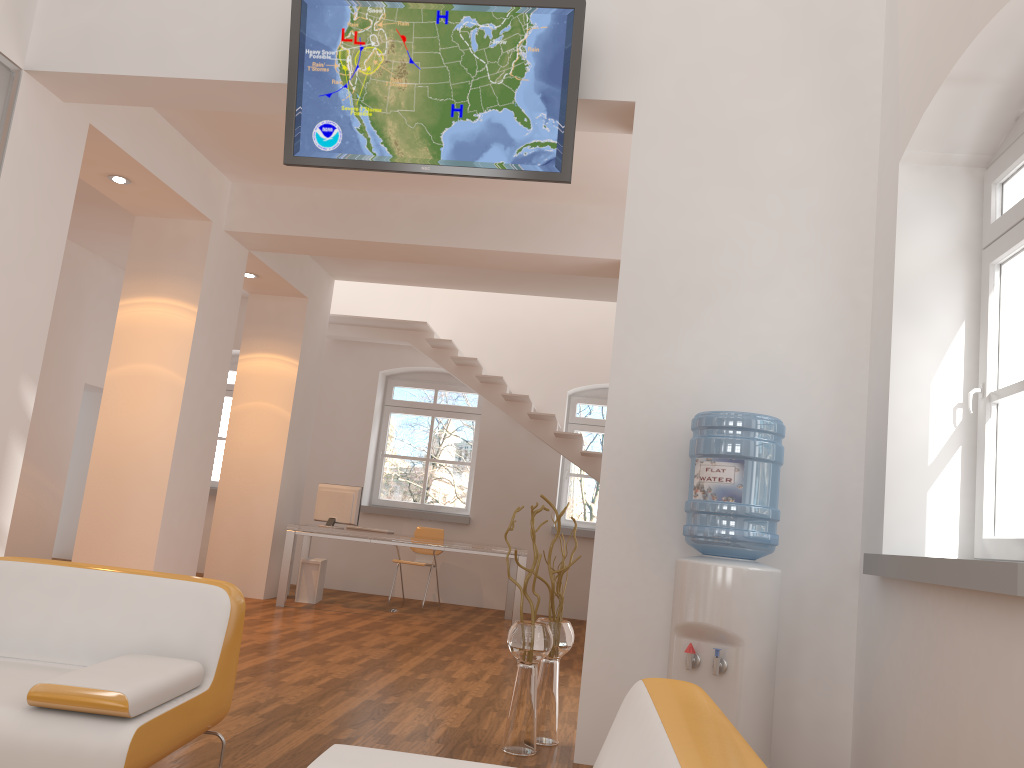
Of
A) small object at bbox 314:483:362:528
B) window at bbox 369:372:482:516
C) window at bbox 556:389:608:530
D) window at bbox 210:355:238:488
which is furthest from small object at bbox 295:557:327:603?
window at bbox 556:389:608:530

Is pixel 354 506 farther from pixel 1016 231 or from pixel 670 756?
pixel 670 756

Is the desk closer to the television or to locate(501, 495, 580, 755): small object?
locate(501, 495, 580, 755): small object

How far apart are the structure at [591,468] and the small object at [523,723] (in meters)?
5.04

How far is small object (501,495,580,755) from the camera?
3.78m

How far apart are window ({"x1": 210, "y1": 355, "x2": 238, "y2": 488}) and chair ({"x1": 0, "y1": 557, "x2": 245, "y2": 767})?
8.4m

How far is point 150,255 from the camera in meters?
6.8

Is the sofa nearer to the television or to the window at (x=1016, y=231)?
the window at (x=1016, y=231)

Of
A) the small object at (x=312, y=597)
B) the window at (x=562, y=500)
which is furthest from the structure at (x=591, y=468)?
the small object at (x=312, y=597)

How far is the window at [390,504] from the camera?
10.81m
